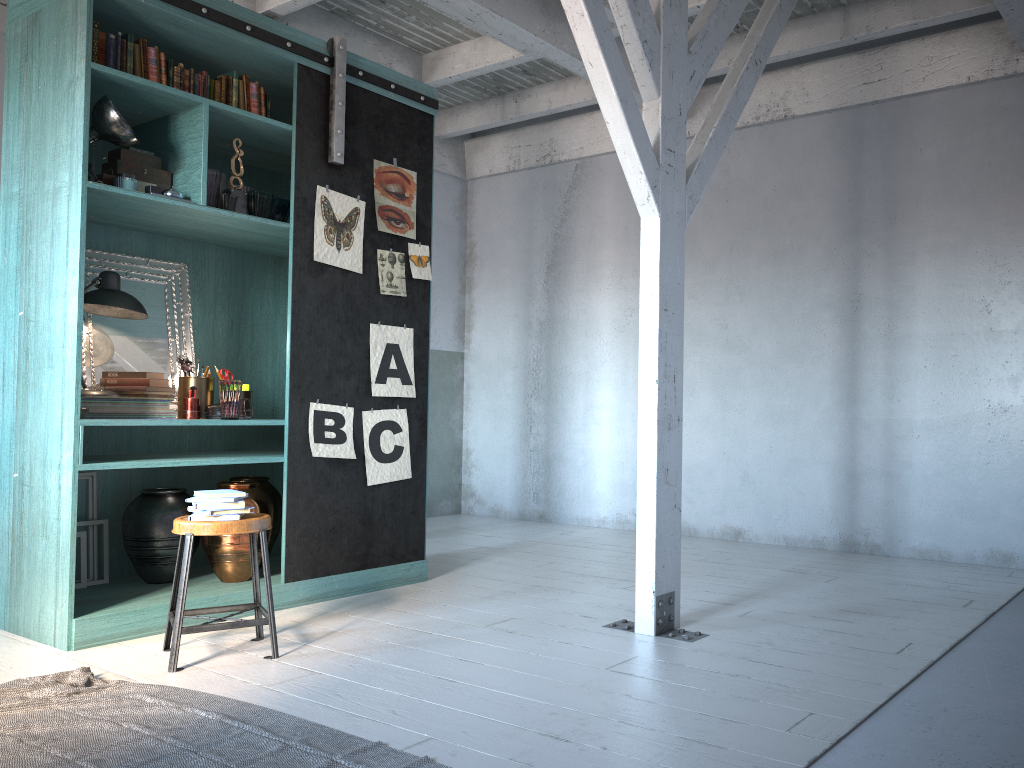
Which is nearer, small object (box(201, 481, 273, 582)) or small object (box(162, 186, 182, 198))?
small object (box(162, 186, 182, 198))

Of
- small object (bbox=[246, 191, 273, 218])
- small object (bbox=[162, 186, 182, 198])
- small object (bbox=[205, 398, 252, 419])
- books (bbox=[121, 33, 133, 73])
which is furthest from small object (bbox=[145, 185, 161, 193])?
small object (bbox=[205, 398, 252, 419])

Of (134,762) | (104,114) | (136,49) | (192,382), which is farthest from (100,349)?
(134,762)

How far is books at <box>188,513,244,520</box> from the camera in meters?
4.2 m

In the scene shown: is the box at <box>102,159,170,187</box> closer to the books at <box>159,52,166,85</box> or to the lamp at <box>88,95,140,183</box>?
the lamp at <box>88,95,140,183</box>

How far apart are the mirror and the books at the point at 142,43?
1.2m

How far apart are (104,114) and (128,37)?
0.5m

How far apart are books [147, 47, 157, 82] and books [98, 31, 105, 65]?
0.3 meters

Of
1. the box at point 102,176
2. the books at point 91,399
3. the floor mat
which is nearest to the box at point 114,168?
the box at point 102,176

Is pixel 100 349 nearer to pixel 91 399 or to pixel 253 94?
pixel 91 399
